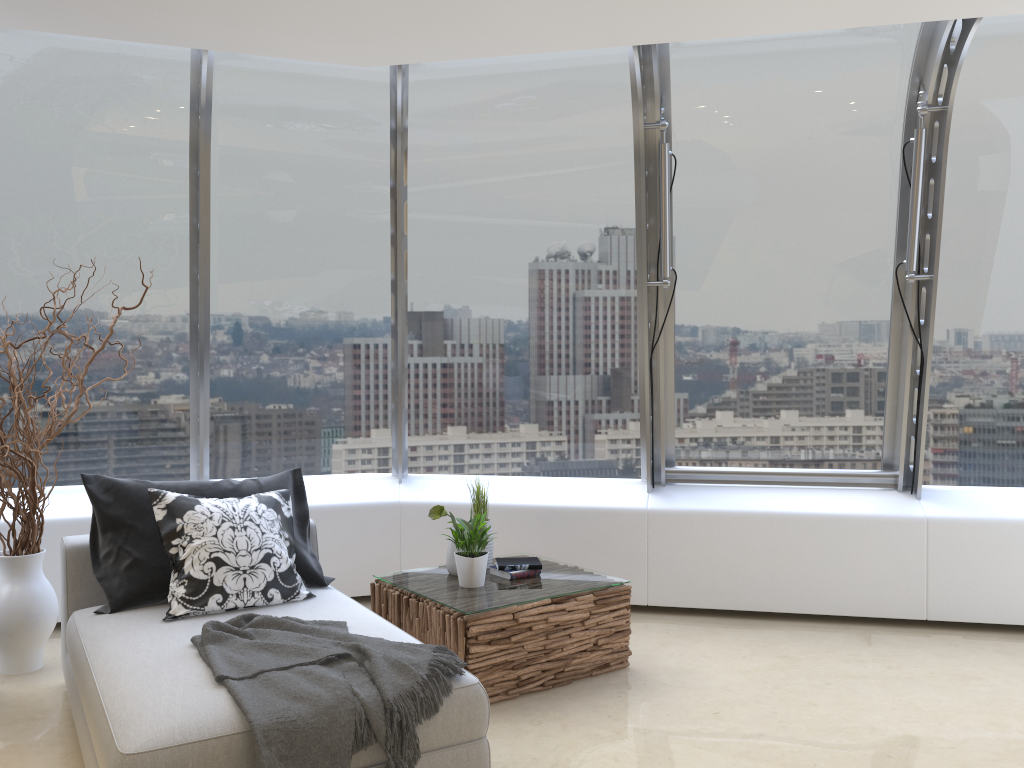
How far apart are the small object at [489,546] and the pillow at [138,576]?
0.86m

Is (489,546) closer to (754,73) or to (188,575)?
(188,575)

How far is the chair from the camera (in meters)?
2.51

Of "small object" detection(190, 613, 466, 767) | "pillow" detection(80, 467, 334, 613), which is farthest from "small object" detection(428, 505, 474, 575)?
"small object" detection(190, 613, 466, 767)

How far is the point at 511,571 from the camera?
4.4m

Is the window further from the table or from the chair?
the chair

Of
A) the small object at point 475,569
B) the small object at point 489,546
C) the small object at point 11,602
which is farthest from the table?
the small object at point 11,602

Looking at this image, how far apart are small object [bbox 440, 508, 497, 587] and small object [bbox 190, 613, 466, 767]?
0.9m

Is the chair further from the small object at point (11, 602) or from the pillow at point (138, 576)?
the small object at point (11, 602)

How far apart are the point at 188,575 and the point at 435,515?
1.2 meters
